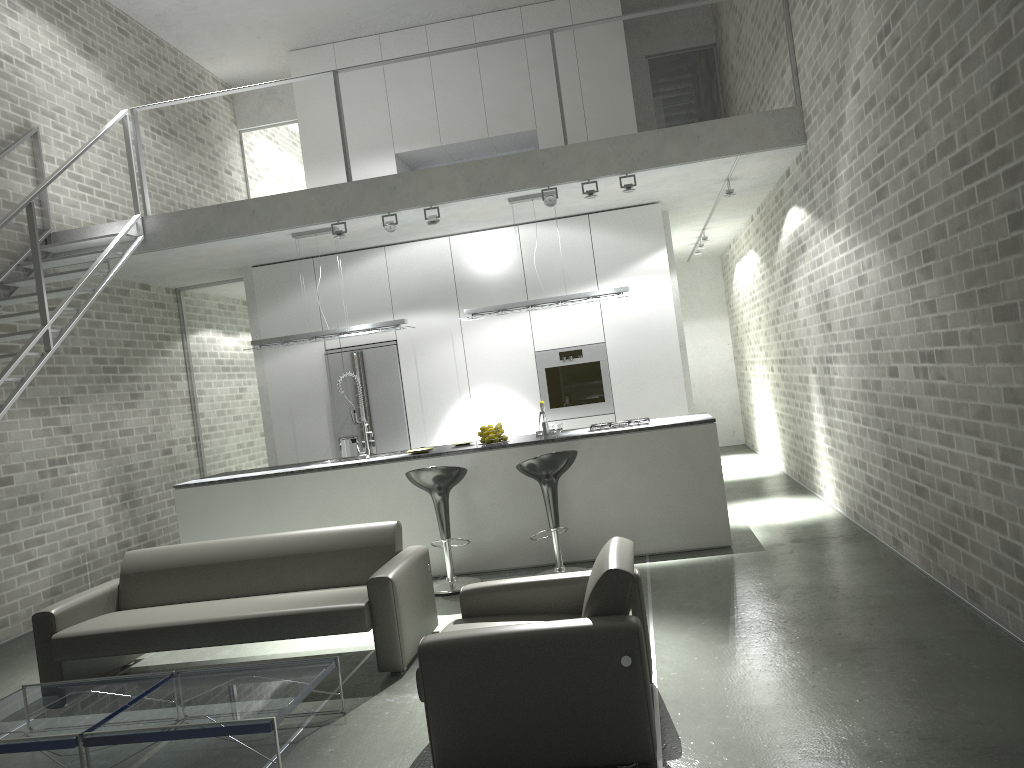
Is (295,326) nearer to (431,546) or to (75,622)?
(431,546)

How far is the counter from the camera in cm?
671

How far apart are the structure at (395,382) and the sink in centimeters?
154cm

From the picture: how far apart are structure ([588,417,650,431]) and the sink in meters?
1.9 m

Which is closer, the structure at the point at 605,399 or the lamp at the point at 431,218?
the lamp at the point at 431,218

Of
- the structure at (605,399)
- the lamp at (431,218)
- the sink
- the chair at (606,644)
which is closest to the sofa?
the chair at (606,644)

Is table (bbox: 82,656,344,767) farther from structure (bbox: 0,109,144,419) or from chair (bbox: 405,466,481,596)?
structure (bbox: 0,109,144,419)

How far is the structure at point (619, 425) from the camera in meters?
7.0 m

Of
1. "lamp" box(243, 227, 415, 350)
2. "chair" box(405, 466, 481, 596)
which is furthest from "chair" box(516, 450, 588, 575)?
"lamp" box(243, 227, 415, 350)

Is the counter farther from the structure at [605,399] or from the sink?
the structure at [605,399]
